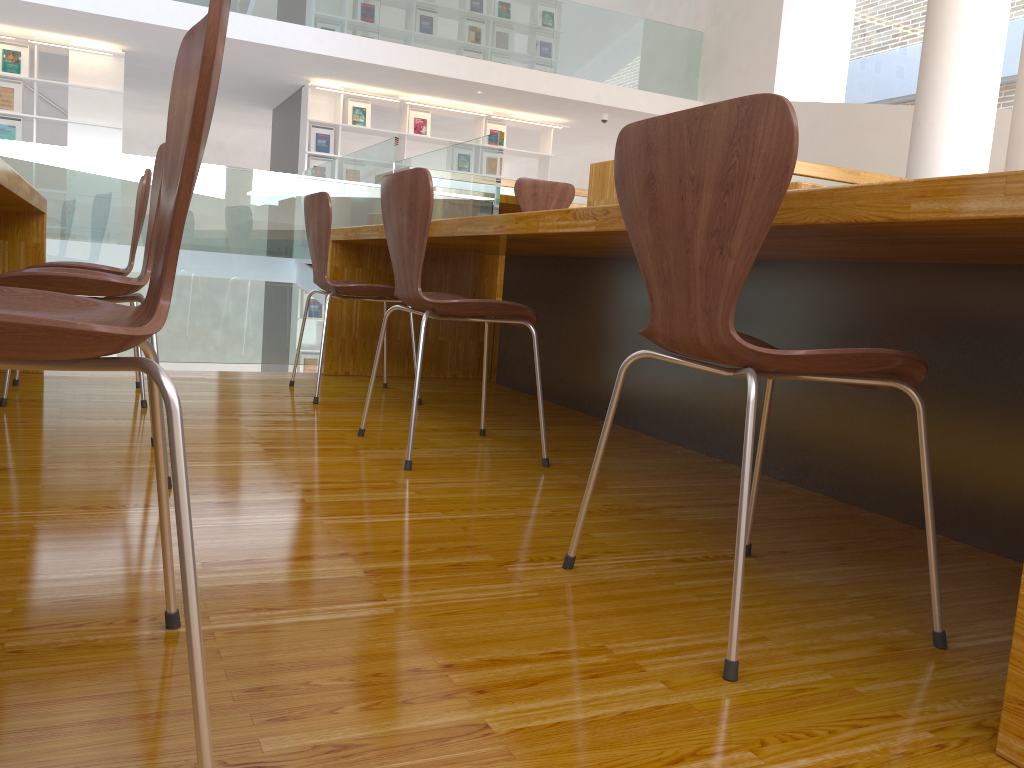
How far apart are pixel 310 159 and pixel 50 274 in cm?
812

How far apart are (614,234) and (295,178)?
2.2m

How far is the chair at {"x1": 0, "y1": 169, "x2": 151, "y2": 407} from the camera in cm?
251

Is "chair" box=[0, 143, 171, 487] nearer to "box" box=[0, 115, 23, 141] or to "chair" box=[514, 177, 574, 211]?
"chair" box=[514, 177, 574, 211]

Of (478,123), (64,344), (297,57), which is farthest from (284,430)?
(478,123)

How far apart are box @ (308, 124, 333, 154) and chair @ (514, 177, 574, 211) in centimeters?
494cm

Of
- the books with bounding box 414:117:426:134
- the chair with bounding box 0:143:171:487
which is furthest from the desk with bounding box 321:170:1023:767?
the books with bounding box 414:117:426:134

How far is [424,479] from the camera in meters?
2.0

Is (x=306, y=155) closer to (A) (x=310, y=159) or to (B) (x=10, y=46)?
(A) (x=310, y=159)

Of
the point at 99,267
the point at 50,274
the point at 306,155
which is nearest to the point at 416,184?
the point at 50,274
